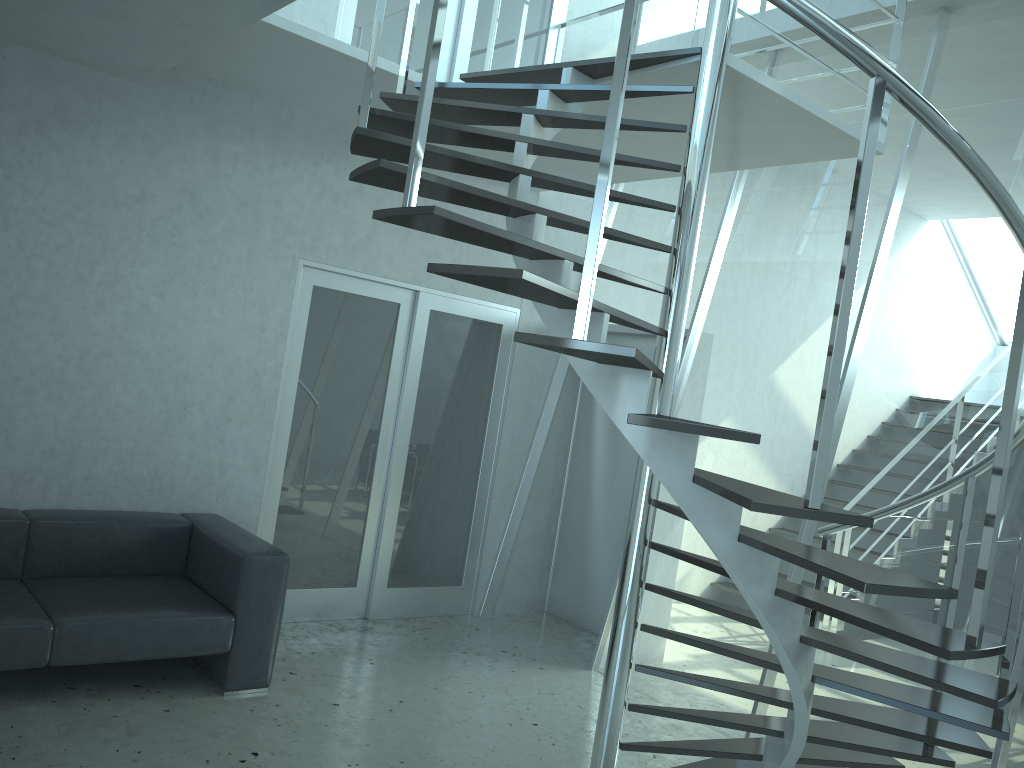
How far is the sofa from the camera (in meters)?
3.62

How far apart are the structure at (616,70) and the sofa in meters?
1.7

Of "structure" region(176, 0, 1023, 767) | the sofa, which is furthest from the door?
"structure" region(176, 0, 1023, 767)

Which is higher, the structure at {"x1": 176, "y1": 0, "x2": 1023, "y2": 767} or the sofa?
the structure at {"x1": 176, "y1": 0, "x2": 1023, "y2": 767}

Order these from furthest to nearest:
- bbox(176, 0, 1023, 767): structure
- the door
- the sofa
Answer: the door, the sofa, bbox(176, 0, 1023, 767): structure

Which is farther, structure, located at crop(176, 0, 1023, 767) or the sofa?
the sofa

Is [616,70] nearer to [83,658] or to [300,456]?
[83,658]

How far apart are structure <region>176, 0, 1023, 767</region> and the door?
0.9m

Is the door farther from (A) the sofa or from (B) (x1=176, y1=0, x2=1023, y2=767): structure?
(B) (x1=176, y1=0, x2=1023, y2=767): structure

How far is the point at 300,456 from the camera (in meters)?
5.24
